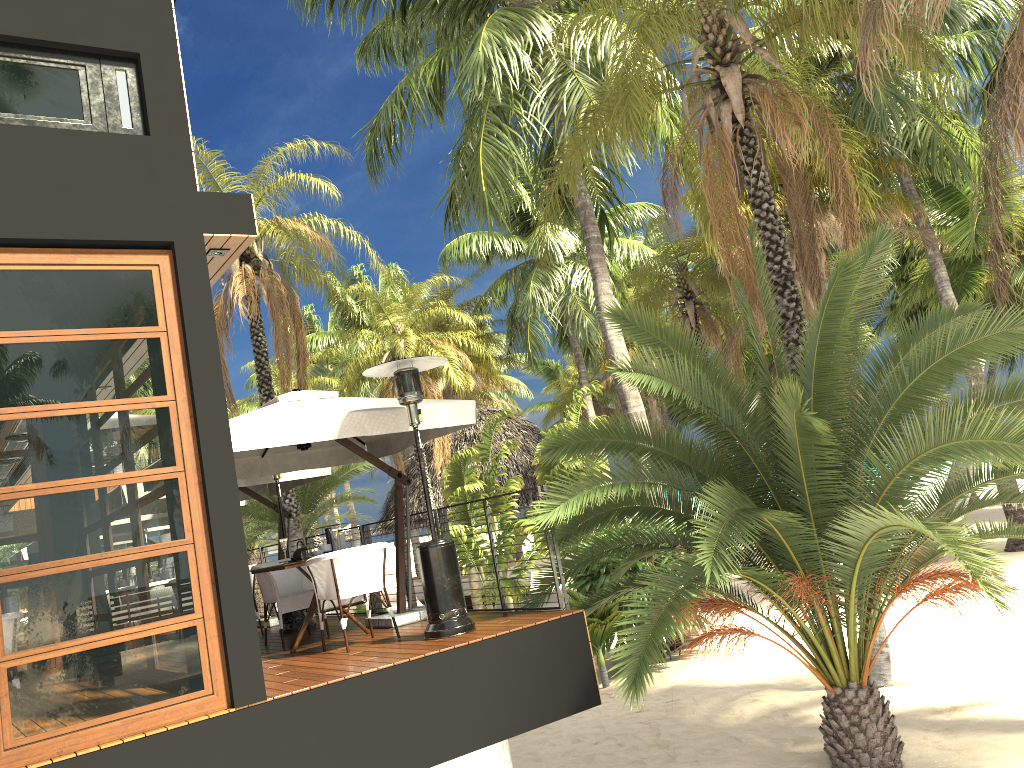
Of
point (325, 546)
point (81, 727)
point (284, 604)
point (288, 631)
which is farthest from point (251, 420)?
point (288, 631)

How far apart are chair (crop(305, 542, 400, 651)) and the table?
0.14m

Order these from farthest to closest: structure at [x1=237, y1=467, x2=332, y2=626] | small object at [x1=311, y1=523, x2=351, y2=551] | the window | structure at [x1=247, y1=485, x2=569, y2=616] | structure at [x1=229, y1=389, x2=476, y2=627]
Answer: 1. structure at [x1=237, y1=467, x2=332, y2=626]
2. structure at [x1=247, y1=485, x2=569, y2=616]
3. small object at [x1=311, y1=523, x2=351, y2=551]
4. structure at [x1=229, y1=389, x2=476, y2=627]
5. the window

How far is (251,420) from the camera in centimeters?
696cm

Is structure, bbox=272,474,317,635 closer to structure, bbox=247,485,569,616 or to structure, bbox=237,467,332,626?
structure, bbox=237,467,332,626

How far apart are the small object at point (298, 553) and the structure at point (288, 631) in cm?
179

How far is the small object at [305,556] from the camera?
7.76m

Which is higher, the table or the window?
A: the window

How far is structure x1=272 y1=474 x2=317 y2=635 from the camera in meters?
9.4

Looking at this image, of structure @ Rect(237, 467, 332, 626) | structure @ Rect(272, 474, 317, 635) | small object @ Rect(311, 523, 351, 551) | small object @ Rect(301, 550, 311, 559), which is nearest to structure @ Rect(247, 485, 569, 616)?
structure @ Rect(237, 467, 332, 626)
